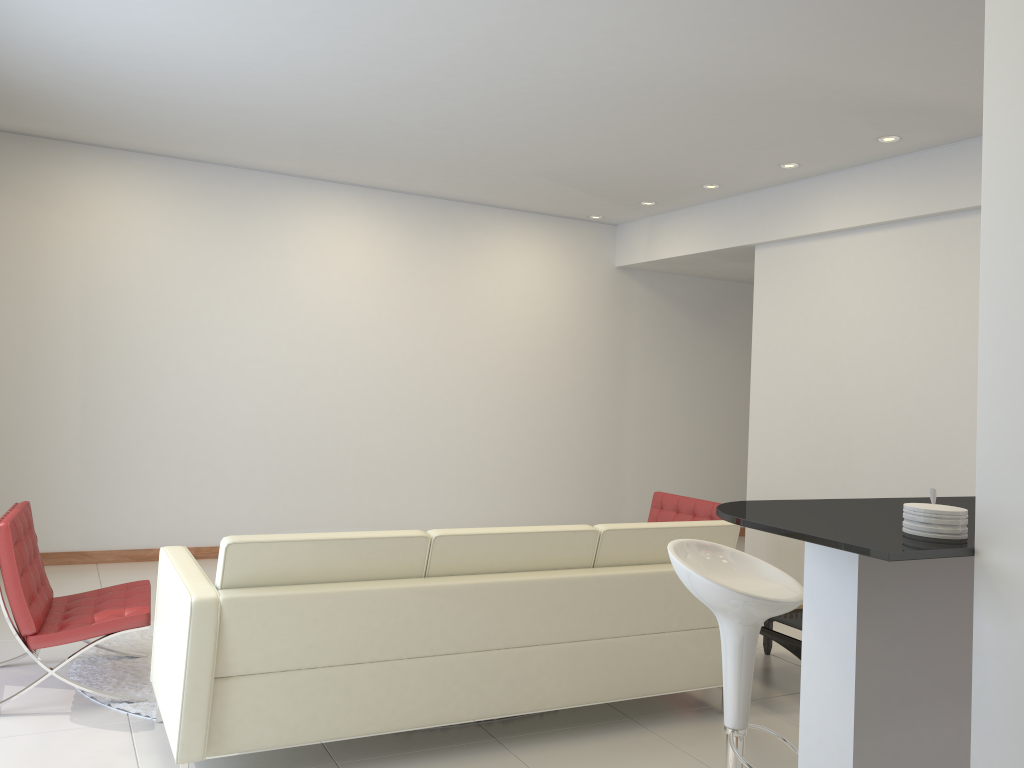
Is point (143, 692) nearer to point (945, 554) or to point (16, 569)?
point (16, 569)

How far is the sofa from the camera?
3.2m

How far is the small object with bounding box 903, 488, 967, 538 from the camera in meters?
2.1 m

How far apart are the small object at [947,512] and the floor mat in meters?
3.3

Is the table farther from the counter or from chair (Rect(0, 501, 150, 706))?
chair (Rect(0, 501, 150, 706))

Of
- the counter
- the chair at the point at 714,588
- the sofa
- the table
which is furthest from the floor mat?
the table

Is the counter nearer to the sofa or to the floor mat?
the sofa

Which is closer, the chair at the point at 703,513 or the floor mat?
the floor mat

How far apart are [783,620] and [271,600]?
2.6 meters

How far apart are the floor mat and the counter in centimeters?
285cm
